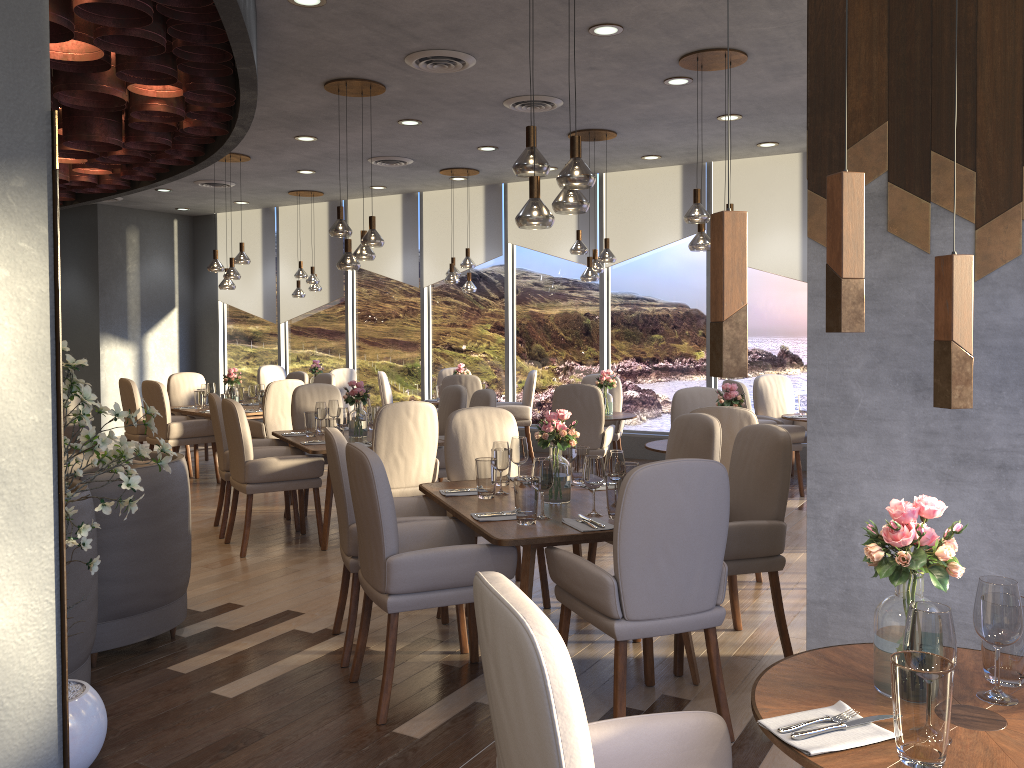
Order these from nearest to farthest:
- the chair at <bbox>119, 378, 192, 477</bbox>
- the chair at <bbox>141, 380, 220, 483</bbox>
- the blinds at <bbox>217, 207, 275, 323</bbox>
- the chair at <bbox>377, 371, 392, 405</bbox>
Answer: the chair at <bbox>141, 380, 220, 483</bbox> → the chair at <bbox>119, 378, 192, 477</bbox> → the chair at <bbox>377, 371, 392, 405</bbox> → the blinds at <bbox>217, 207, 275, 323</bbox>

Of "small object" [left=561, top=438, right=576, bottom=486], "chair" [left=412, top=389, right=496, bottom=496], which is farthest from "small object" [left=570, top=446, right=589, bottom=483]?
"chair" [left=412, top=389, right=496, bottom=496]

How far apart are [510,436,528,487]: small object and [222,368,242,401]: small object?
5.4 meters

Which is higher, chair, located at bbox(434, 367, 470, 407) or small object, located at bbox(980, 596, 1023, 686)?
chair, located at bbox(434, 367, 470, 407)

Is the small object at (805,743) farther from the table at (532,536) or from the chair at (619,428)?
the chair at (619,428)

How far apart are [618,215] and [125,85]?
5.70m

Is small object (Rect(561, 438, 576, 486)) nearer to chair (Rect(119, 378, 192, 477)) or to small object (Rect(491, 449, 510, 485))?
small object (Rect(491, 449, 510, 485))

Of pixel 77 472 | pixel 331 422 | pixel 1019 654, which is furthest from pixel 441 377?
pixel 1019 654

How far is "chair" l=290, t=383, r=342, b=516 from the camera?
7.3 meters

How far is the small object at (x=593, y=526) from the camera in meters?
3.4
